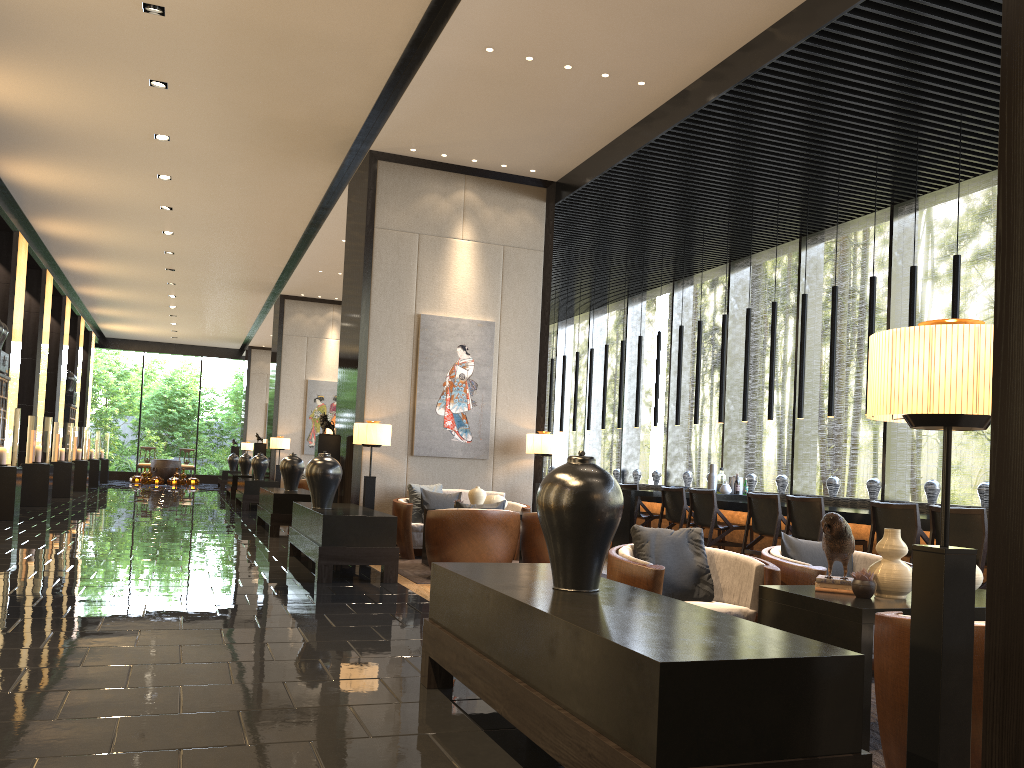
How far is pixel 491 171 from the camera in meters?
9.8

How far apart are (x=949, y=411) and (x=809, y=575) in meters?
2.2

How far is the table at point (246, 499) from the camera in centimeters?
1501cm

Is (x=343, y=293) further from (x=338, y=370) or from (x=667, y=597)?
(x=667, y=597)

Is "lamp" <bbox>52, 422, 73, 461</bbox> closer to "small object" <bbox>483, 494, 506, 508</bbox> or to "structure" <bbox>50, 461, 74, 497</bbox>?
"structure" <bbox>50, 461, 74, 497</bbox>

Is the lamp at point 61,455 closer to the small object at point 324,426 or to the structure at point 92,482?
the structure at point 92,482

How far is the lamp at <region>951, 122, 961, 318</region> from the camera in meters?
7.2

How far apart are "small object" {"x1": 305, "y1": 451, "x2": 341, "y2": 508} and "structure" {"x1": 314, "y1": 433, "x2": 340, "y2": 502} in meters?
2.0 m

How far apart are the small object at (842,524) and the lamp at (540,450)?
6.0 meters

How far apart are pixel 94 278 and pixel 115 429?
15.5m
